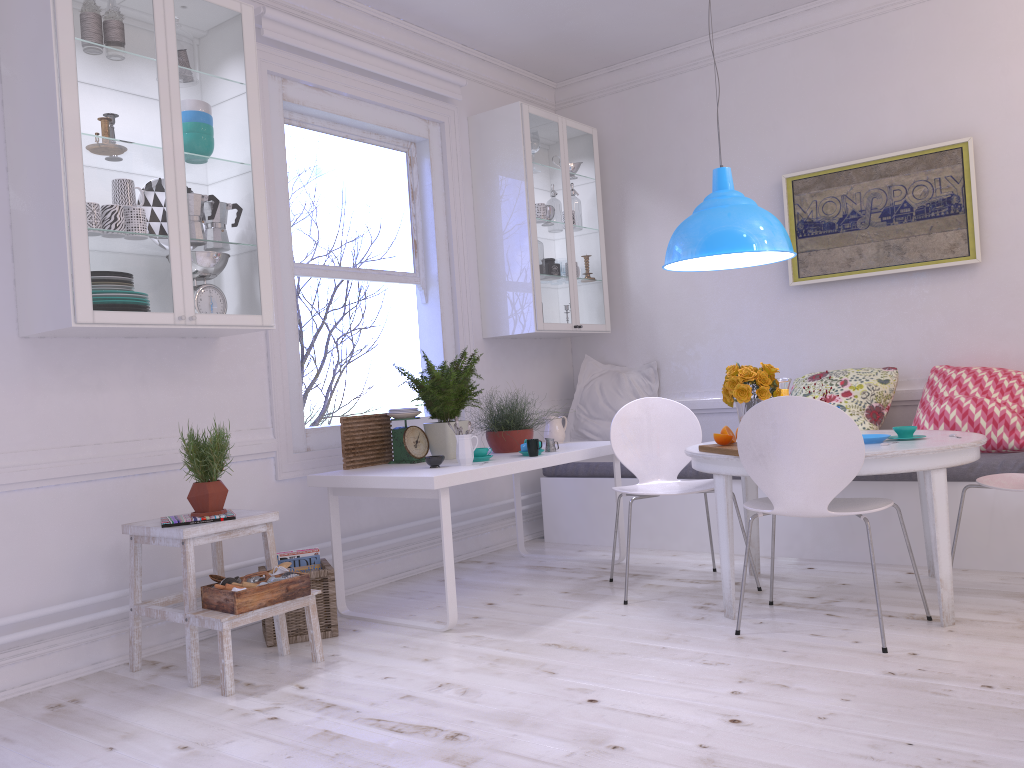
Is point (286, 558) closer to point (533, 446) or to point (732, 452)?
point (533, 446)

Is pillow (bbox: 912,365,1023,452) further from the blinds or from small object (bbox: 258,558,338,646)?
the blinds

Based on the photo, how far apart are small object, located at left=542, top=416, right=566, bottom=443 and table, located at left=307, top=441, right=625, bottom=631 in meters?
0.2

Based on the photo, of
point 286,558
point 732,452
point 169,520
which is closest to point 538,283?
point 732,452

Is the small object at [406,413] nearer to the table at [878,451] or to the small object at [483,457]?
the small object at [483,457]

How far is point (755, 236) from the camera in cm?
358

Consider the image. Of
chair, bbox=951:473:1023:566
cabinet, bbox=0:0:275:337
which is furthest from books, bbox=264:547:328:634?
chair, bbox=951:473:1023:566

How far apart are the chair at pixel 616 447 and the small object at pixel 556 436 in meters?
0.6

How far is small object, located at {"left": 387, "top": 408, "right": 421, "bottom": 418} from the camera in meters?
4.0

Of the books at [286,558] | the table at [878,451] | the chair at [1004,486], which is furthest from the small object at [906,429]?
the books at [286,558]
